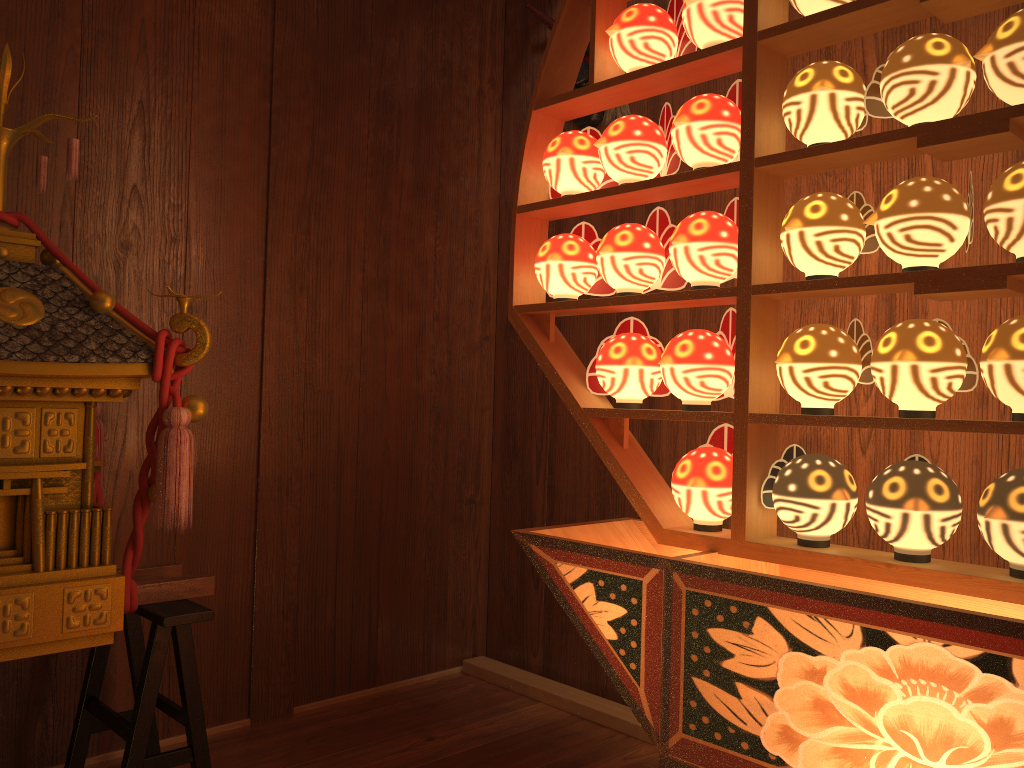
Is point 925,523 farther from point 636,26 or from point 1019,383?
point 636,26

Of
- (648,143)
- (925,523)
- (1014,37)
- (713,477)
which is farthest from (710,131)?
(925,523)

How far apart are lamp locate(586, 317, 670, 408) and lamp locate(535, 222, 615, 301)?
0.11m

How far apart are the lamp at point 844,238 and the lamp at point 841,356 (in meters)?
0.08

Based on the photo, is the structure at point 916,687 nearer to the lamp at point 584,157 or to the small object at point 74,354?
the lamp at point 584,157

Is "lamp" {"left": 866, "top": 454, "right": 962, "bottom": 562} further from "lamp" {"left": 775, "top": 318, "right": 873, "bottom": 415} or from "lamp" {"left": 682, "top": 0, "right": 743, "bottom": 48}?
"lamp" {"left": 682, "top": 0, "right": 743, "bottom": 48}

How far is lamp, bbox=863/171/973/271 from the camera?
1.3 meters

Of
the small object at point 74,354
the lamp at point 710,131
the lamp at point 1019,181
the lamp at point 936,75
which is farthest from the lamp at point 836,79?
the small object at point 74,354

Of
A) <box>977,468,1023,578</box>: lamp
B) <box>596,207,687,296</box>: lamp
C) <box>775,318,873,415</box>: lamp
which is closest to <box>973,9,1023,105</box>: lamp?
<box>775,318,873,415</box>: lamp

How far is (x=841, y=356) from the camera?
1.4 meters
